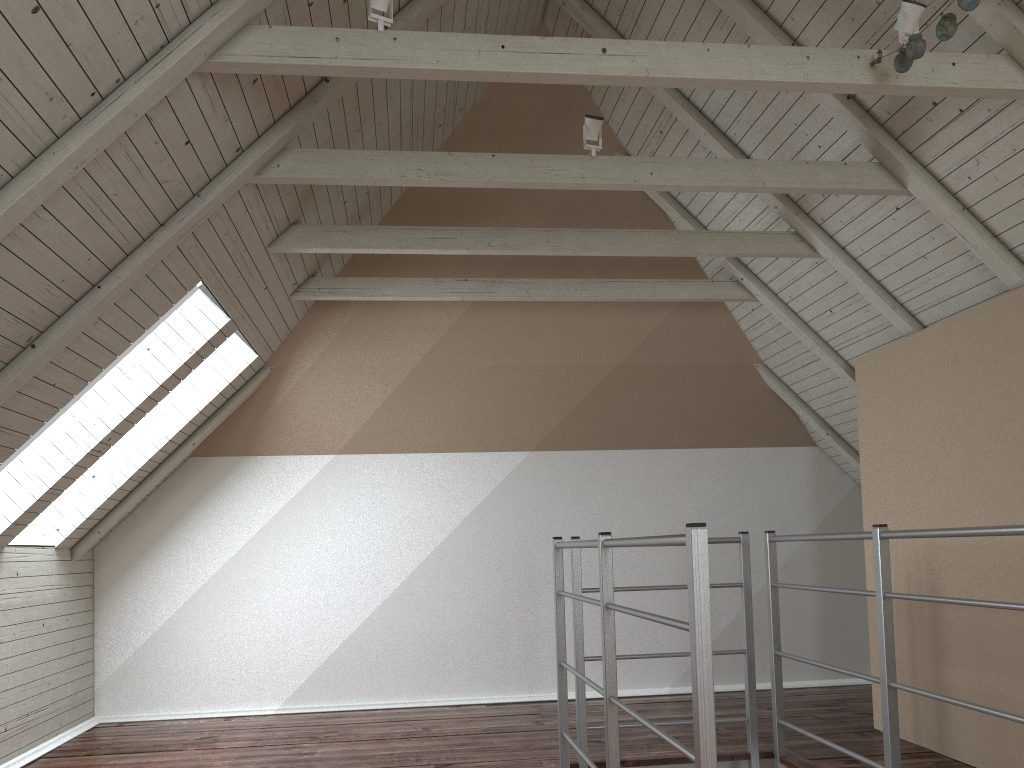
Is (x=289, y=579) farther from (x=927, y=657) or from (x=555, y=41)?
(x=555, y=41)

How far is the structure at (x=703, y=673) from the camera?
1.6 meters

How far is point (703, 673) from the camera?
1.57m

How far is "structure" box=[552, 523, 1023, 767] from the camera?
1.6m
